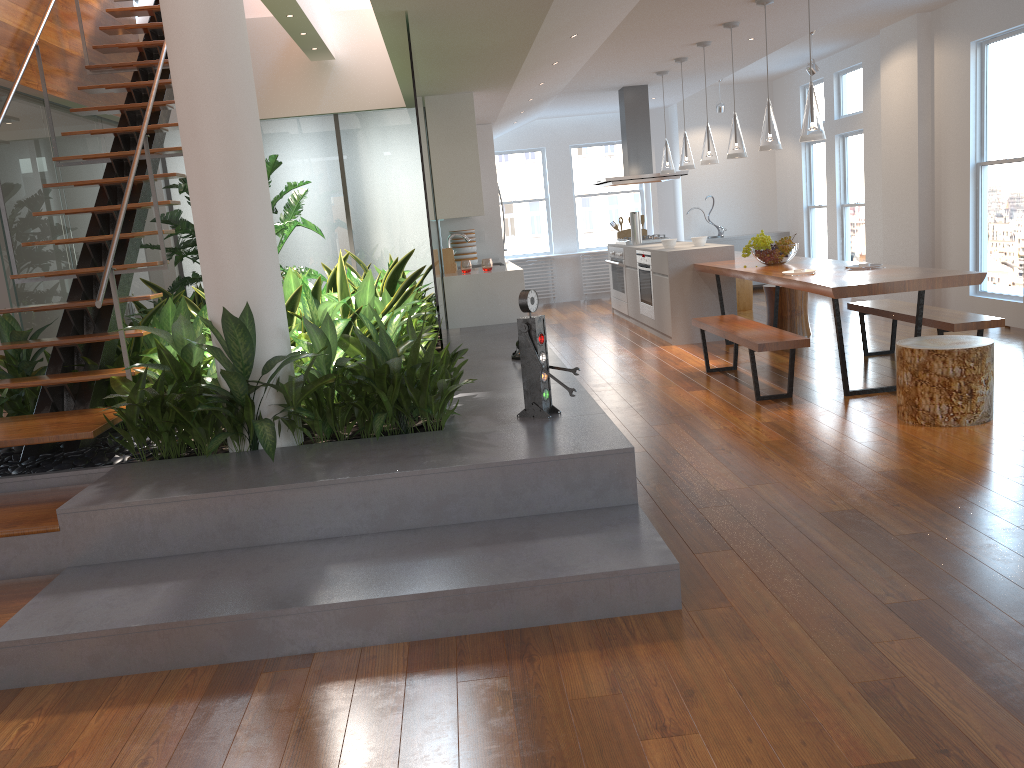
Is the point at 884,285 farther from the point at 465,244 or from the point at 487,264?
the point at 465,244

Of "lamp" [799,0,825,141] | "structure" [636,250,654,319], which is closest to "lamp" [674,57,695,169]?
"structure" [636,250,654,319]

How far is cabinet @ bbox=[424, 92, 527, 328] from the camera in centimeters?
720cm

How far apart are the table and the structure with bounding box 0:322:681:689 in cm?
154

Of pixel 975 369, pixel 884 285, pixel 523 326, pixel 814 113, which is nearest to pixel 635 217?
pixel 814 113

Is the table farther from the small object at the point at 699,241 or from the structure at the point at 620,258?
the structure at the point at 620,258

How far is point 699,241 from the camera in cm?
806

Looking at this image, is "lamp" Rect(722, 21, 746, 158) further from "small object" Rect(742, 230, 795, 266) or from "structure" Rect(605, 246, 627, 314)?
"structure" Rect(605, 246, 627, 314)

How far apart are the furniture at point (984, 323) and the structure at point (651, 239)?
3.4 meters

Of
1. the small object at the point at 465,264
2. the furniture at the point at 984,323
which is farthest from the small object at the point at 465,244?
the furniture at the point at 984,323
